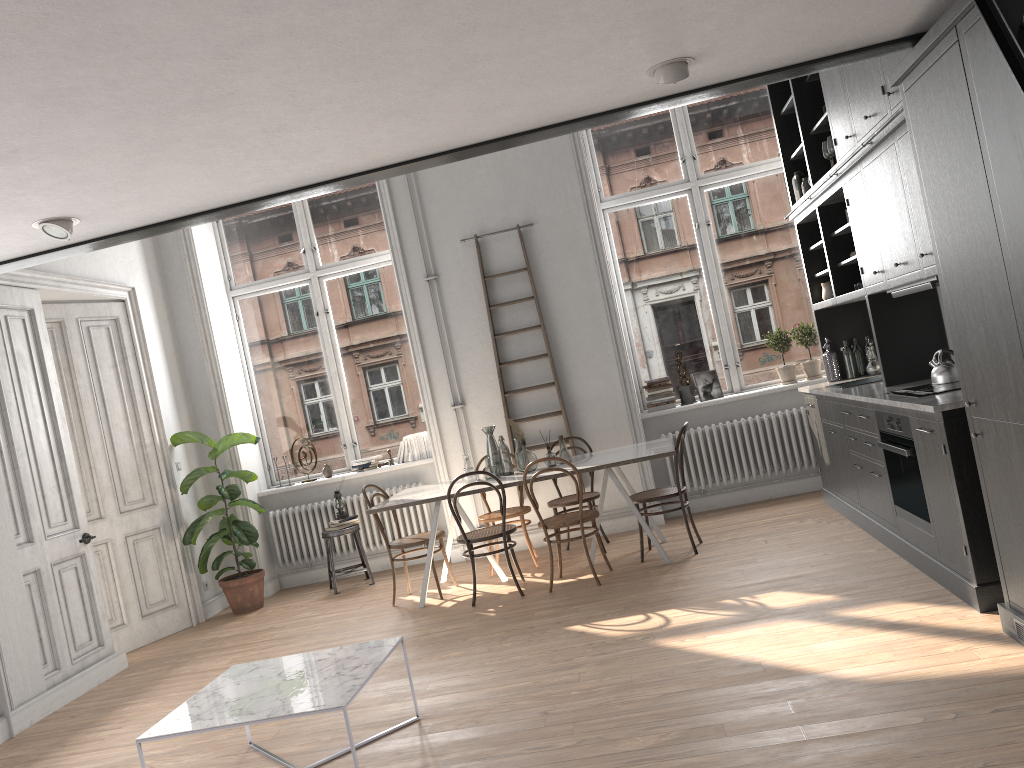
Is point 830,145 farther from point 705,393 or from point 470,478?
point 470,478

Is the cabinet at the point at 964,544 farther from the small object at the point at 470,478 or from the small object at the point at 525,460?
the small object at the point at 470,478

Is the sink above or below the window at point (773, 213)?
below

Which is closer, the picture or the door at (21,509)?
the door at (21,509)

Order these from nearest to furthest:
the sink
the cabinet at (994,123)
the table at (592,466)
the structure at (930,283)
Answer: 1. the cabinet at (994,123)
2. the structure at (930,283)
3. the table at (592,466)
4. the sink

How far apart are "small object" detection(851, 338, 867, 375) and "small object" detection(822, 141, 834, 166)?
1.71m

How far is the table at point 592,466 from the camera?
6.1 meters

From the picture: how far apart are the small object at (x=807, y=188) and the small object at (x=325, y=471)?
4.83m

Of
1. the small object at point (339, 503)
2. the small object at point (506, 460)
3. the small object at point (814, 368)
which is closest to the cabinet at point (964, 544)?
the small object at point (814, 368)

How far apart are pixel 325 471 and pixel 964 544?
5.7 meters
